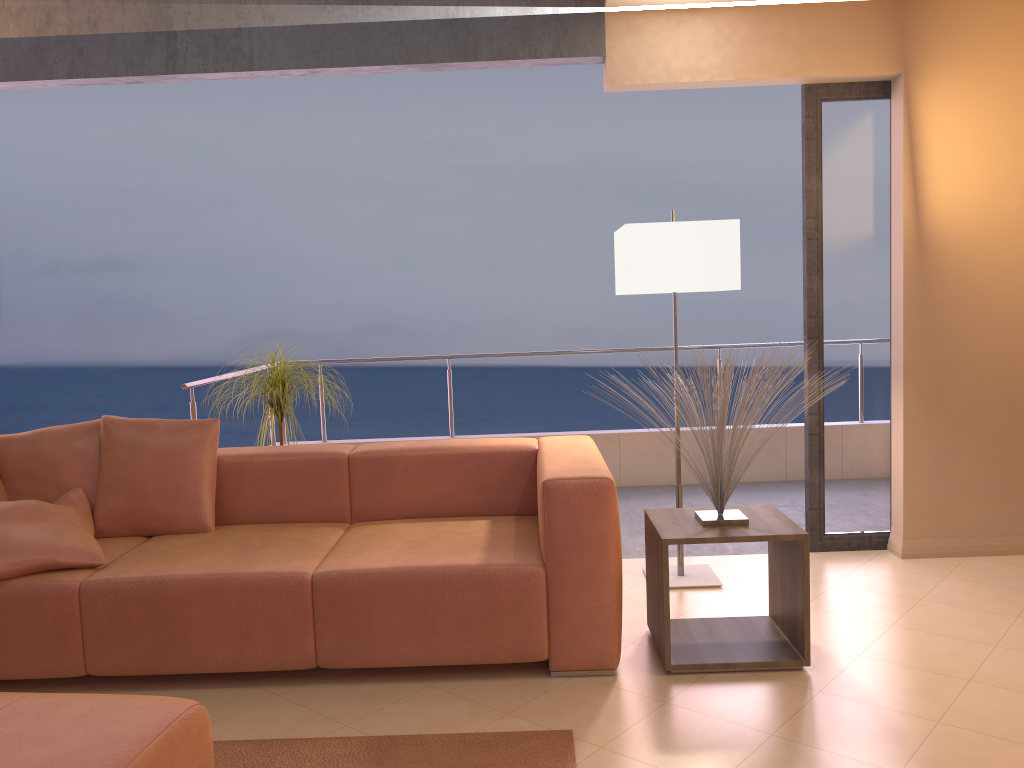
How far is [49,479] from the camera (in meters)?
3.40

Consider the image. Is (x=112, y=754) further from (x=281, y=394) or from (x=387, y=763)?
(x=281, y=394)

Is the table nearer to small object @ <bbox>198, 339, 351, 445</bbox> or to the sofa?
the sofa

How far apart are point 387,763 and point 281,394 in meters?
2.0 m

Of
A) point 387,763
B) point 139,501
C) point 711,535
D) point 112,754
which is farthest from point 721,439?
point 139,501

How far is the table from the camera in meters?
2.8 m

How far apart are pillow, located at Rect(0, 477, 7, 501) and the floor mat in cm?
152

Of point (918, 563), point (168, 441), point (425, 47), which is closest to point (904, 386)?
point (918, 563)

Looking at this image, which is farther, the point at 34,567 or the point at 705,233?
the point at 705,233

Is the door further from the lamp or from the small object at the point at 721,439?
the small object at the point at 721,439
